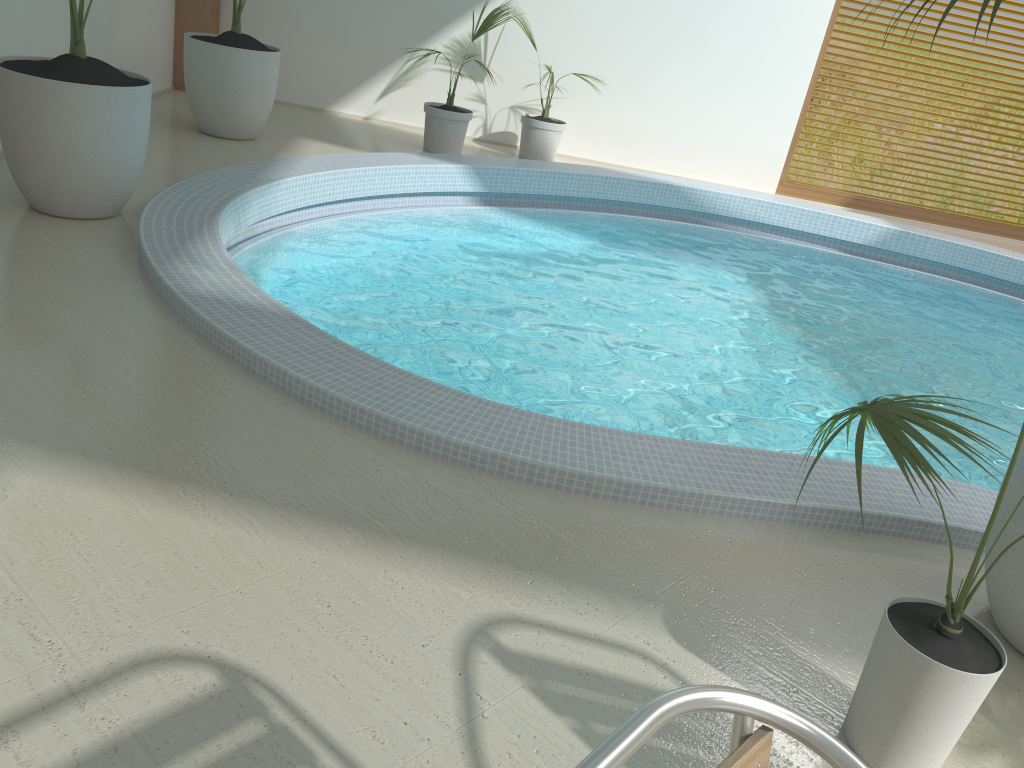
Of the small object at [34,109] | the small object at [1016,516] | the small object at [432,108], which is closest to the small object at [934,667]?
the small object at [1016,516]

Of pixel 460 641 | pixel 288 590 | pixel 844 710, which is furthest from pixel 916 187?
pixel 288 590

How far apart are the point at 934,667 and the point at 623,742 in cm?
119

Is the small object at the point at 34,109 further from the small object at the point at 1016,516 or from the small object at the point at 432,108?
the small object at the point at 1016,516

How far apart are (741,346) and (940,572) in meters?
2.6

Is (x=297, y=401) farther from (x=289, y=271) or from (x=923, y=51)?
(x=923, y=51)

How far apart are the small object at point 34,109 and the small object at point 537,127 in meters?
4.0

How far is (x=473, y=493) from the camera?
2.64m

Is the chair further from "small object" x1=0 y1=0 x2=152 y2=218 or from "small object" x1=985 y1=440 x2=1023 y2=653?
"small object" x1=0 y1=0 x2=152 y2=218

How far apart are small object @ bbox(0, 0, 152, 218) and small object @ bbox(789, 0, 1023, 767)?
3.44m
